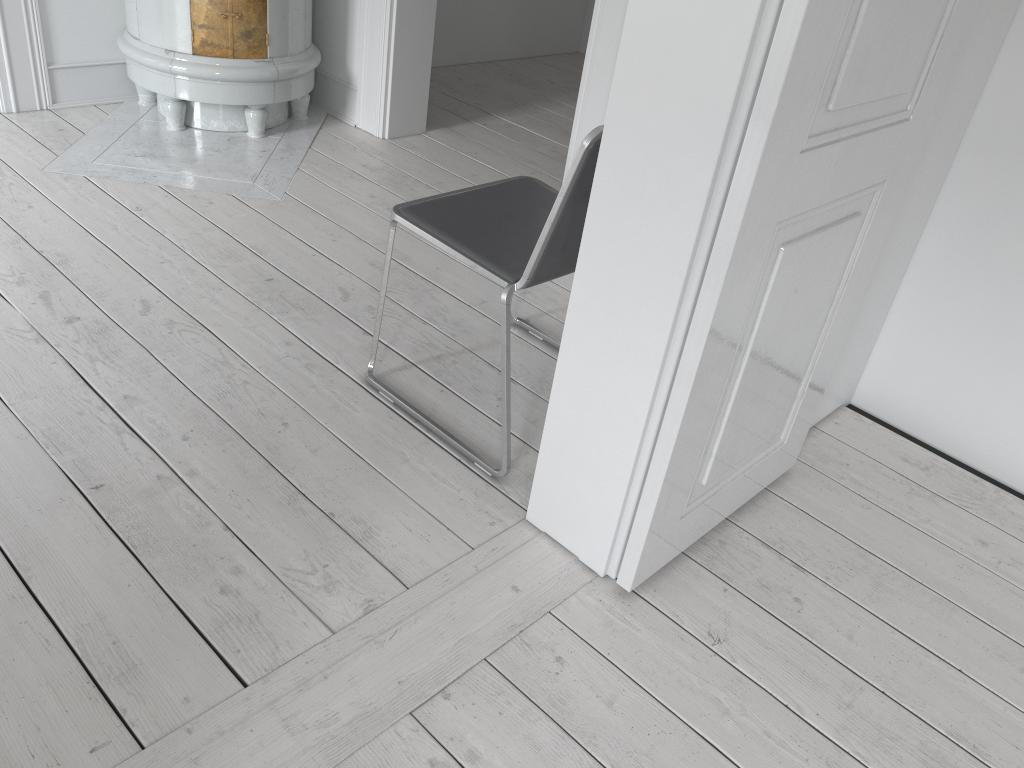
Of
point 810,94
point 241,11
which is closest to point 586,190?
point 810,94

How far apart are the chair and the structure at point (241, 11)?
1.6 meters

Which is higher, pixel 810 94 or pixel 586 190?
pixel 810 94

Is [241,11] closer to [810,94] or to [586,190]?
[586,190]

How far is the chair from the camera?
1.7m

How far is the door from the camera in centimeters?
126cm

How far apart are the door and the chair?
0.37m

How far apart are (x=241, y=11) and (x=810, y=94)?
2.6m

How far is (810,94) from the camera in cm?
126

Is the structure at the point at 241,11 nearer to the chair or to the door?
the chair
